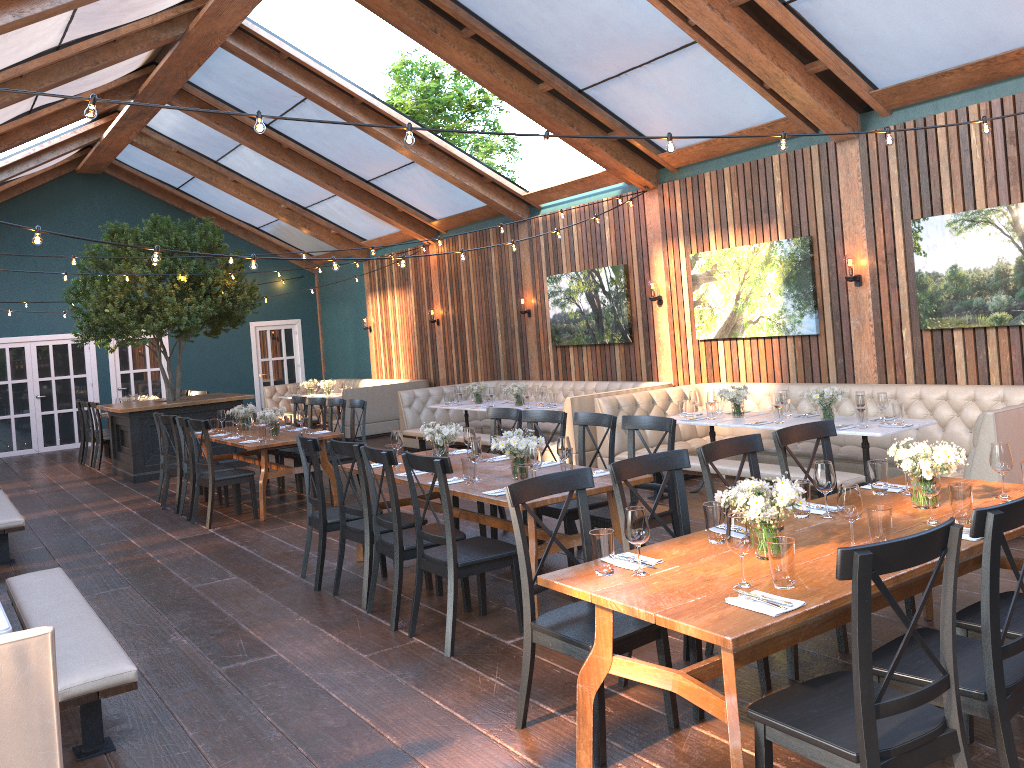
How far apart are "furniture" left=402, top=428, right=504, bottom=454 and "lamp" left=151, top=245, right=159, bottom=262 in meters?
5.1 m

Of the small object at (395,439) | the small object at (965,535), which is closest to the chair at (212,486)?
the small object at (395,439)

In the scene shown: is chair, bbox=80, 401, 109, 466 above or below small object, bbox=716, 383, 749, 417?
below

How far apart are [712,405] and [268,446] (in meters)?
4.23

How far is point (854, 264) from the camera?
8.3 meters

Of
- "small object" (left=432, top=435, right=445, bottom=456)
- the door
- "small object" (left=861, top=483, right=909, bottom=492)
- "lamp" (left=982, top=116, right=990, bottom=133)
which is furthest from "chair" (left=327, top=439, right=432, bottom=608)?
the door

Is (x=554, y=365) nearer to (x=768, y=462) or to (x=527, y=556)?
(x=768, y=462)

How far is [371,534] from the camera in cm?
562

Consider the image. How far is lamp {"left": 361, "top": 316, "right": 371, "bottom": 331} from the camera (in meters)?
17.45

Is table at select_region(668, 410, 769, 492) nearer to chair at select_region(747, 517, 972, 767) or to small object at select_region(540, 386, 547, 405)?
small object at select_region(540, 386, 547, 405)
